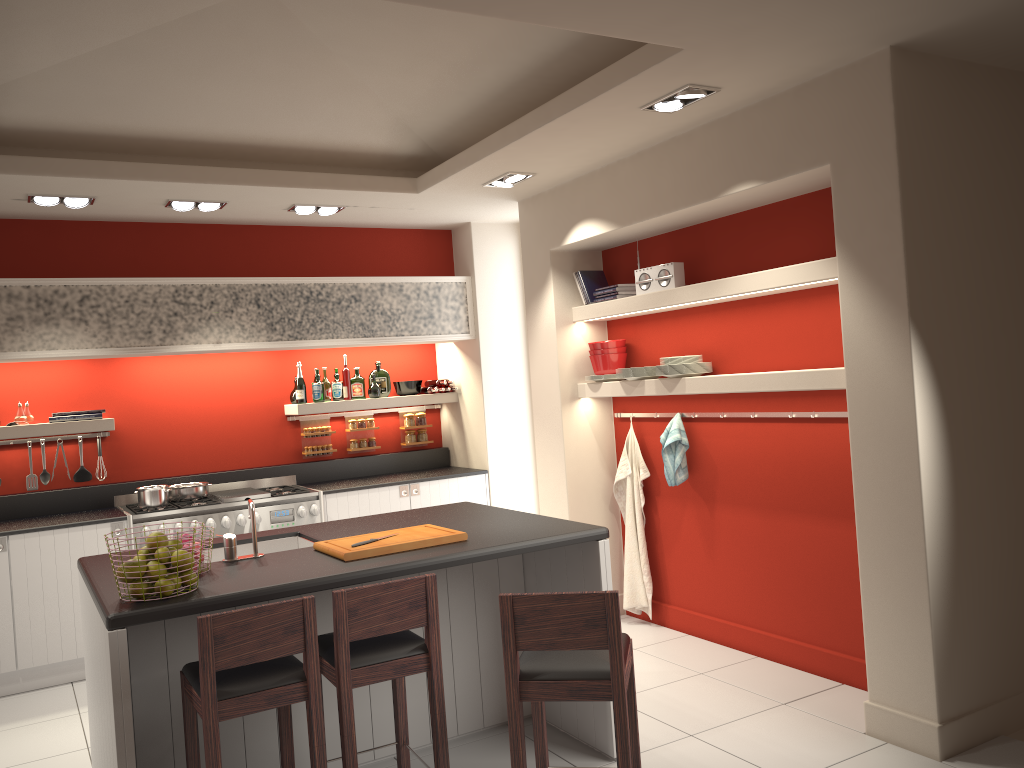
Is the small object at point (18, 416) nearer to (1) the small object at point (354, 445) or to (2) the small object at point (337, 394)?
(2) the small object at point (337, 394)

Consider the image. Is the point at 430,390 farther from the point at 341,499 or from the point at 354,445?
the point at 341,499

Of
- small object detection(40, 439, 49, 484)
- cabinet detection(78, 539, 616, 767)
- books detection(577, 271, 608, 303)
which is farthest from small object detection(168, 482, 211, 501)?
books detection(577, 271, 608, 303)

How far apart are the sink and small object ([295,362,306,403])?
2.6m

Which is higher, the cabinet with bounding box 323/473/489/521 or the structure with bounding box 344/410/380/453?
the structure with bounding box 344/410/380/453

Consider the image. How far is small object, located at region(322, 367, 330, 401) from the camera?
7.08m

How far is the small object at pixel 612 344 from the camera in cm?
593

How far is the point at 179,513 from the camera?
6.0 meters

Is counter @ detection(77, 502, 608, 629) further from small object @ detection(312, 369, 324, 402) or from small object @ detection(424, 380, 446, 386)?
small object @ detection(424, 380, 446, 386)

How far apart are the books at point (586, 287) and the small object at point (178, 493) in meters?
3.1
